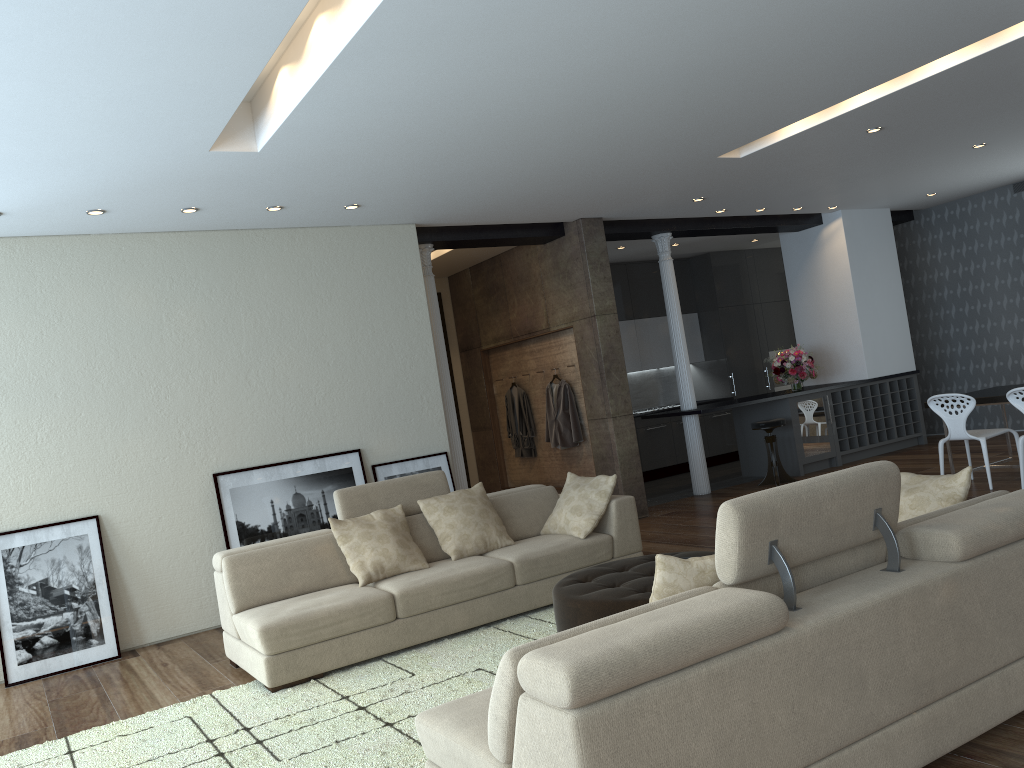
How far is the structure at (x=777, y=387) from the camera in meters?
13.0 m

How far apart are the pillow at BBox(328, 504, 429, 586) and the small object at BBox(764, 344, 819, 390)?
6.1m

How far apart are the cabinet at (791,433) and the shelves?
0.1m

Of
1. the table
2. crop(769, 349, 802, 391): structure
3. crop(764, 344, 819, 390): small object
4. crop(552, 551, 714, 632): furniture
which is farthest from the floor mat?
crop(769, 349, 802, 391): structure

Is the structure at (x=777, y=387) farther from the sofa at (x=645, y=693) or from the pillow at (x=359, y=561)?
the sofa at (x=645, y=693)

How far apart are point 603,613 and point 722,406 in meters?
5.6 m

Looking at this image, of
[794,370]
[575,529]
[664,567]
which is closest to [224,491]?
[575,529]

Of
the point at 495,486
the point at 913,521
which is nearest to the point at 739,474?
the point at 495,486

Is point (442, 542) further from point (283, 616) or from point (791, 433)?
point (791, 433)

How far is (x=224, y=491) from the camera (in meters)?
6.69
